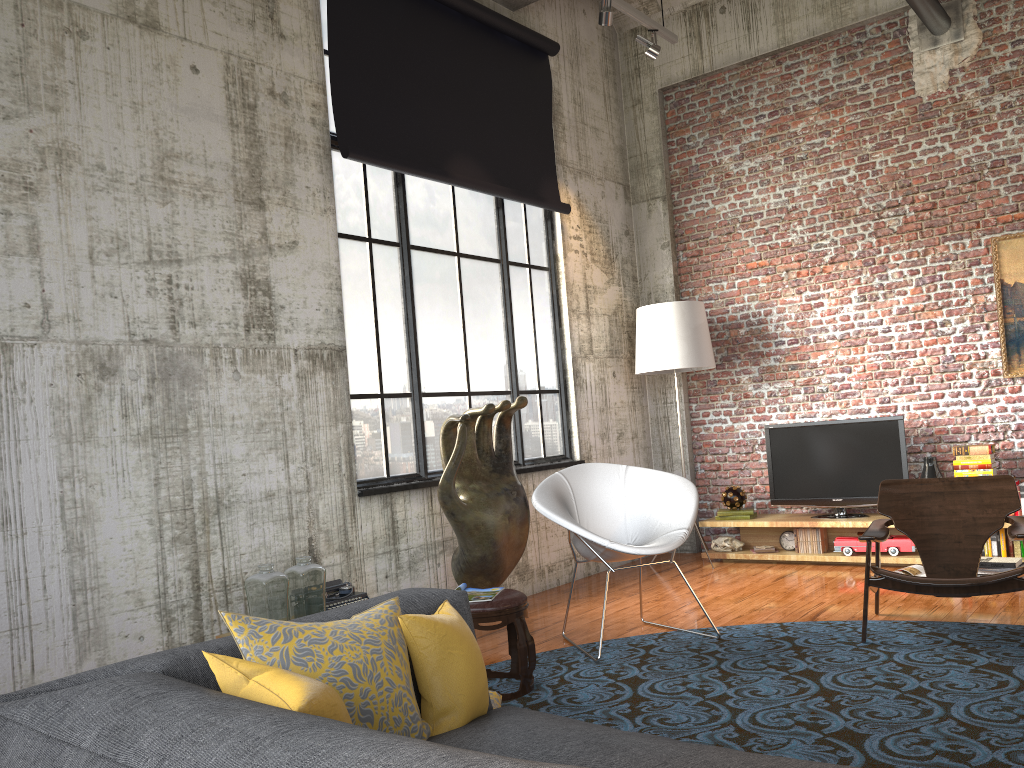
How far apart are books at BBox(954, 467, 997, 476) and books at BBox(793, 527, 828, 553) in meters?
1.1 m

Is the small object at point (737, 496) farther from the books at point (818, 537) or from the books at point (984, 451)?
the books at point (984, 451)

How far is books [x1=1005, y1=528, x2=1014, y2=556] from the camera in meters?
6.3

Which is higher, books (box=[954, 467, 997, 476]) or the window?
the window

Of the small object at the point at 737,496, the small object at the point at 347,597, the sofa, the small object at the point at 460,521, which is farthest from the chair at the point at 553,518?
the small object at the point at 737,496

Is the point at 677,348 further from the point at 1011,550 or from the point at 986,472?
the point at 1011,550

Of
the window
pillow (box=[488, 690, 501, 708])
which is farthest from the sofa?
the window

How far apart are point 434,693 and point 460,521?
3.3 meters

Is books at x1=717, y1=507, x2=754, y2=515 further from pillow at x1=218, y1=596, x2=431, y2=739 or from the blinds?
pillow at x1=218, y1=596, x2=431, y2=739

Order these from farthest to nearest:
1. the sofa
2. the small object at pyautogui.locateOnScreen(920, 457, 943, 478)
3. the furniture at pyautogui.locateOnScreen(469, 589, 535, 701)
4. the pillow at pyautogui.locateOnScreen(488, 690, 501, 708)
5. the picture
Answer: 1. the small object at pyautogui.locateOnScreen(920, 457, 943, 478)
2. the picture
3. the furniture at pyautogui.locateOnScreen(469, 589, 535, 701)
4. the pillow at pyautogui.locateOnScreen(488, 690, 501, 708)
5. the sofa
